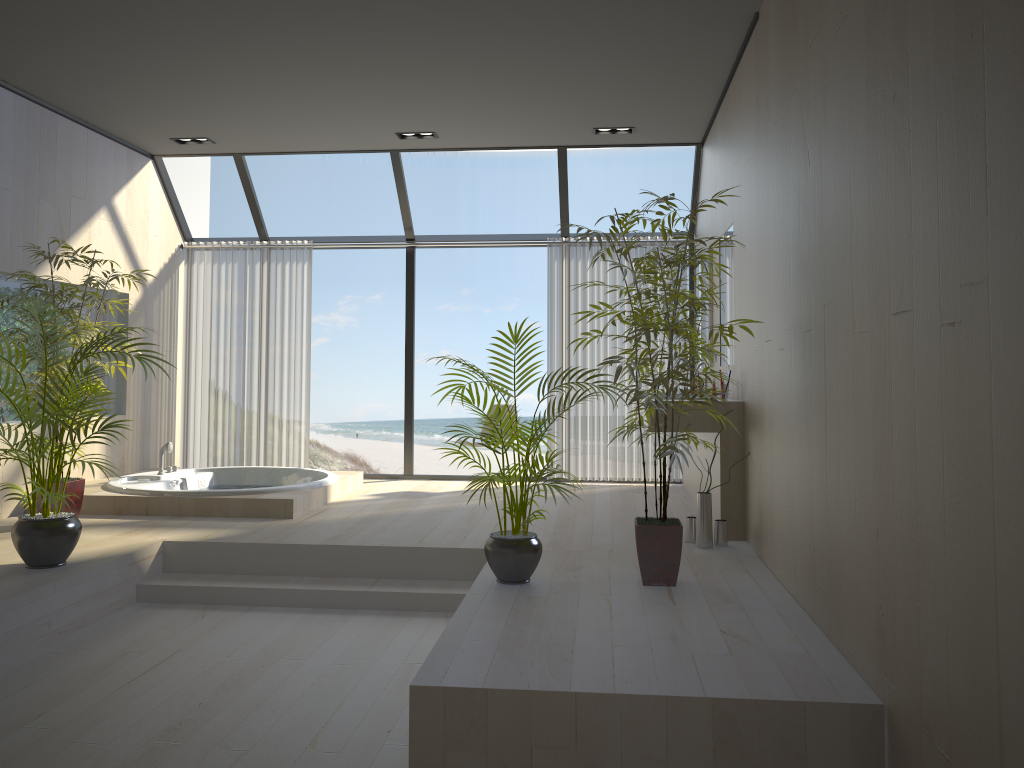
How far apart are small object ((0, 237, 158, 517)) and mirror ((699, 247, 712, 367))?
4.08m

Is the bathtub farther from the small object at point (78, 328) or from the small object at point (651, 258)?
the small object at point (651, 258)

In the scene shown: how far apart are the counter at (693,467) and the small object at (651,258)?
2.28m

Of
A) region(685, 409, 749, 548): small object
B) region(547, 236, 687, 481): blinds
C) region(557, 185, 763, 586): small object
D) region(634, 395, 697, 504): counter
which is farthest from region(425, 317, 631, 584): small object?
region(547, 236, 687, 481): blinds

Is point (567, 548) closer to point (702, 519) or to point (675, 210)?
point (702, 519)

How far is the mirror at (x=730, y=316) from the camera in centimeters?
550cm

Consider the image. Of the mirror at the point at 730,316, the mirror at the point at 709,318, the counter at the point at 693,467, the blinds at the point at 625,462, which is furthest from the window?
the counter at the point at 693,467

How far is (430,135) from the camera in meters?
6.8

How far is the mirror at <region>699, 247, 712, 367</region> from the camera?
6.4 meters

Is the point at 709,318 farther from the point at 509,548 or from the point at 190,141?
the point at 190,141
